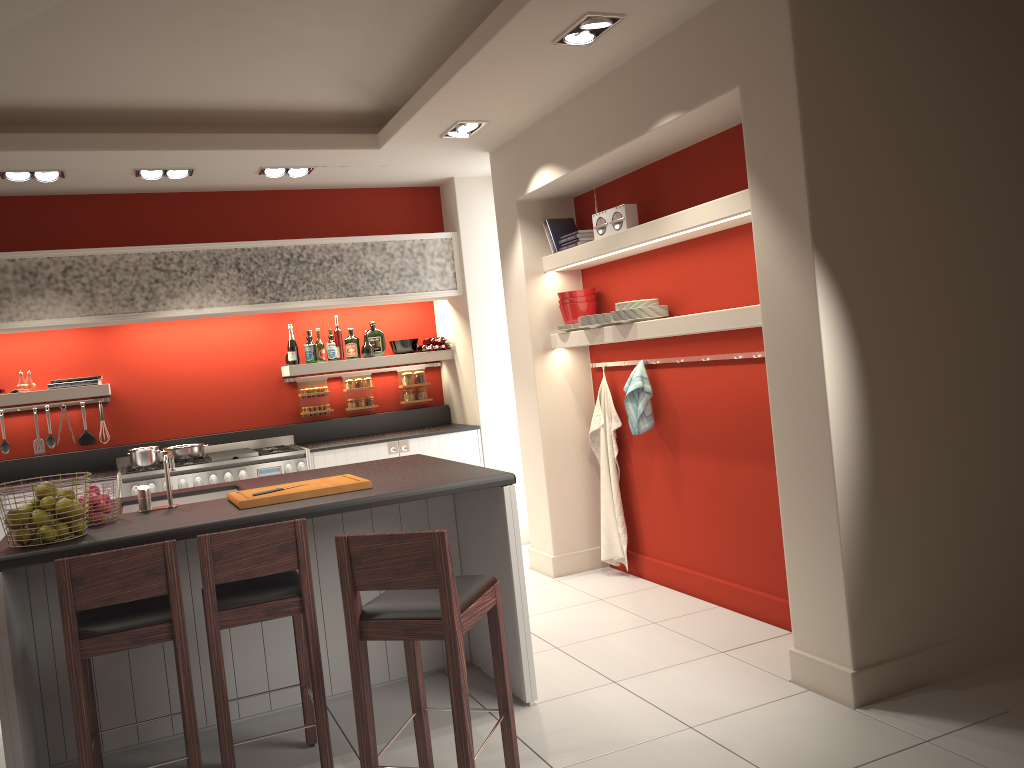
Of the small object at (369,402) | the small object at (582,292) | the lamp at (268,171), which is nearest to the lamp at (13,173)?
the lamp at (268,171)

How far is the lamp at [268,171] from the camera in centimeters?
620cm

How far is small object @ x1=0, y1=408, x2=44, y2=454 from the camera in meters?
6.5 m

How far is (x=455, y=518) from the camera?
4.5m

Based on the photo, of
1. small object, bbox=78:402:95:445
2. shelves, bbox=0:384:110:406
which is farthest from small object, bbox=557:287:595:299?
small object, bbox=78:402:95:445

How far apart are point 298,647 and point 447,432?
3.4m

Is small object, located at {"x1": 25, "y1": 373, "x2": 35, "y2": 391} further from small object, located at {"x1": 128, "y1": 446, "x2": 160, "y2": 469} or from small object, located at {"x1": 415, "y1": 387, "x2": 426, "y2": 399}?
small object, located at {"x1": 415, "y1": 387, "x2": 426, "y2": 399}

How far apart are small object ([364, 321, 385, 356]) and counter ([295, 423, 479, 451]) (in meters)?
0.72

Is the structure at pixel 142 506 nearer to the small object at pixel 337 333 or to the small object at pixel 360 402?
A: the small object at pixel 337 333

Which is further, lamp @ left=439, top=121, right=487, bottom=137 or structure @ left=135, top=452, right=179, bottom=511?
lamp @ left=439, top=121, right=487, bottom=137
